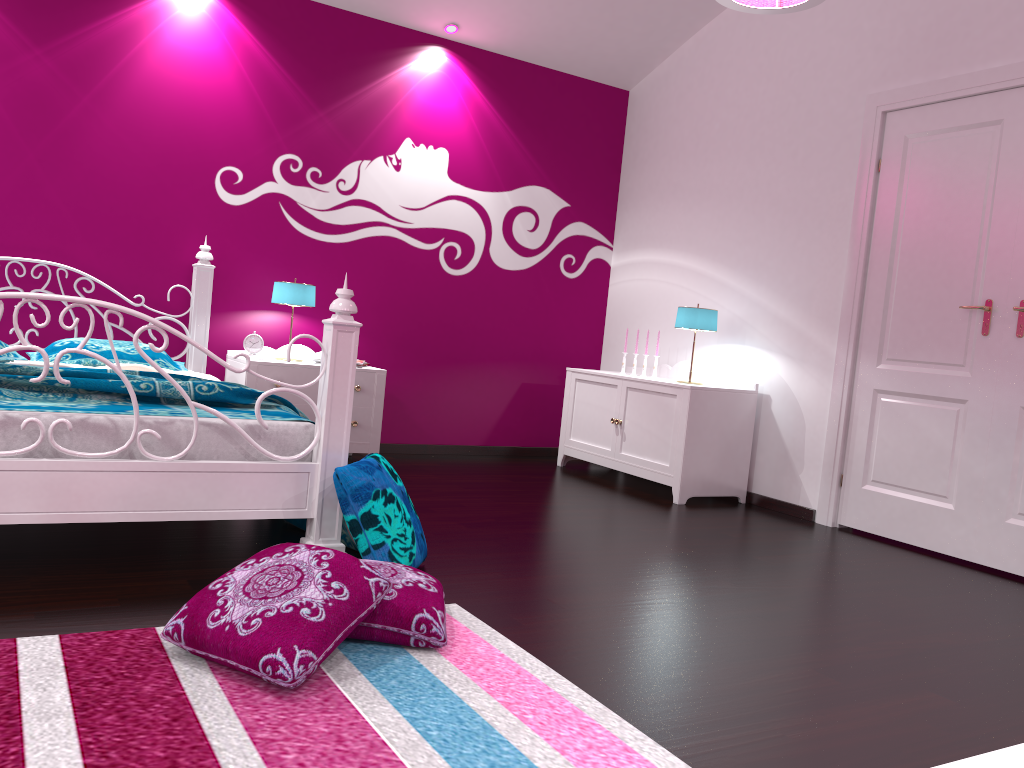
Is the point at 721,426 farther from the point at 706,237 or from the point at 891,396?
the point at 706,237

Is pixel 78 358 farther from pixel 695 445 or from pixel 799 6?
pixel 799 6

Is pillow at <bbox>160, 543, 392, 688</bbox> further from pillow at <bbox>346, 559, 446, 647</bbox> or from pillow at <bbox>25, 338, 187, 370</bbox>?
pillow at <bbox>25, 338, 187, 370</bbox>

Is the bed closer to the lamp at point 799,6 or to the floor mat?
the floor mat

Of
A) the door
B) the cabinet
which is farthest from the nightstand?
the door

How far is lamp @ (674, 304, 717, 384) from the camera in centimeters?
473cm

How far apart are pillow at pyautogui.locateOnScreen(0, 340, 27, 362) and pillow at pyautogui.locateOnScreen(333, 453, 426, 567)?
1.85m

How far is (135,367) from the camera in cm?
391

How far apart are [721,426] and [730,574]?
1.56m

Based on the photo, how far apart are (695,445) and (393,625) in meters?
2.8
